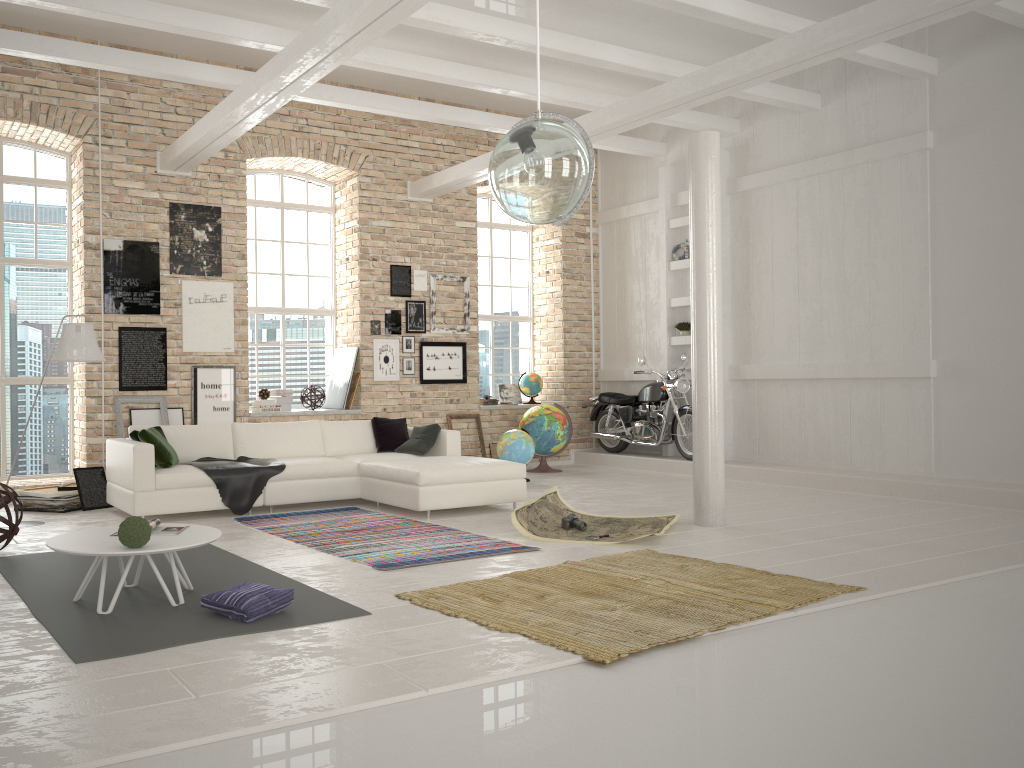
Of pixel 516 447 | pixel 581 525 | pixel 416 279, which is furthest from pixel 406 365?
pixel 581 525

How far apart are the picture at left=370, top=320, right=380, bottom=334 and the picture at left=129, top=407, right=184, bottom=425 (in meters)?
2.60

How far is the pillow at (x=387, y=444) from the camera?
9.1m

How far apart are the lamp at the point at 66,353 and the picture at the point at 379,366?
4.10m

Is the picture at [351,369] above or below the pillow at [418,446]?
above

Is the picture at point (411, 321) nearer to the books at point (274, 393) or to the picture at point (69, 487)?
the books at point (274, 393)

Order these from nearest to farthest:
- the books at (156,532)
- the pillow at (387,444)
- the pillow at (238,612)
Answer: the pillow at (238,612)
the books at (156,532)
the pillow at (387,444)

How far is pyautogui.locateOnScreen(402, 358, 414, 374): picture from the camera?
11.1m

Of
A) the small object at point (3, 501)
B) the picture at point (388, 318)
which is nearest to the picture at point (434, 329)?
the picture at point (388, 318)

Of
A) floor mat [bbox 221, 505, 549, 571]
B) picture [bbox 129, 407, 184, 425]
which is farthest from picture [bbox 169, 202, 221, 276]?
floor mat [bbox 221, 505, 549, 571]
